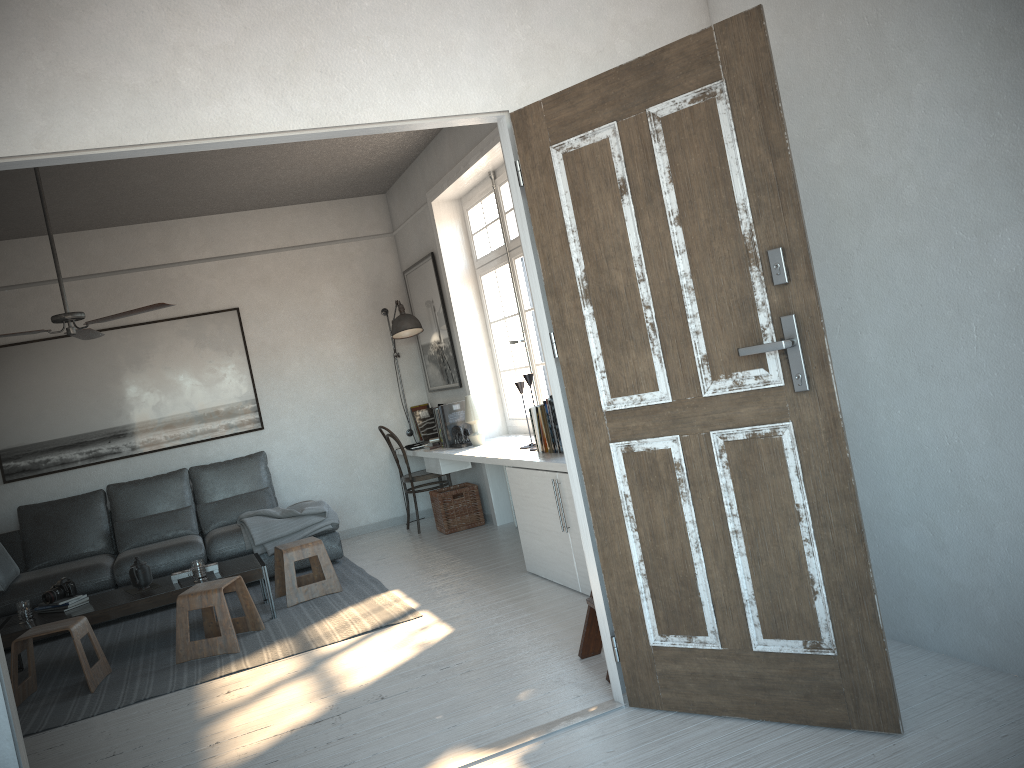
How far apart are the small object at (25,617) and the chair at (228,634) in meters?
0.9

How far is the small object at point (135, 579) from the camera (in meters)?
5.13

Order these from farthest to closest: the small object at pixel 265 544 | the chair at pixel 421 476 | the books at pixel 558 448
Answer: the chair at pixel 421 476 < the small object at pixel 265 544 < the books at pixel 558 448

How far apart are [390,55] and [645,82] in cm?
85

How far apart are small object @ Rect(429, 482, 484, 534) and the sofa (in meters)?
0.82

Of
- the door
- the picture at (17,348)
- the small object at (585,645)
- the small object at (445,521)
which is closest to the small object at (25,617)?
the picture at (17,348)

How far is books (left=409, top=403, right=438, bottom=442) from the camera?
7.7 meters

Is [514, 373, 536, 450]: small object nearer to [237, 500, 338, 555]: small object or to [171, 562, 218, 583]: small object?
[237, 500, 338, 555]: small object

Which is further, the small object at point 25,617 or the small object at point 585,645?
the small object at point 25,617

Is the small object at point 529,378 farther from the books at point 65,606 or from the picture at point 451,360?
the books at point 65,606
